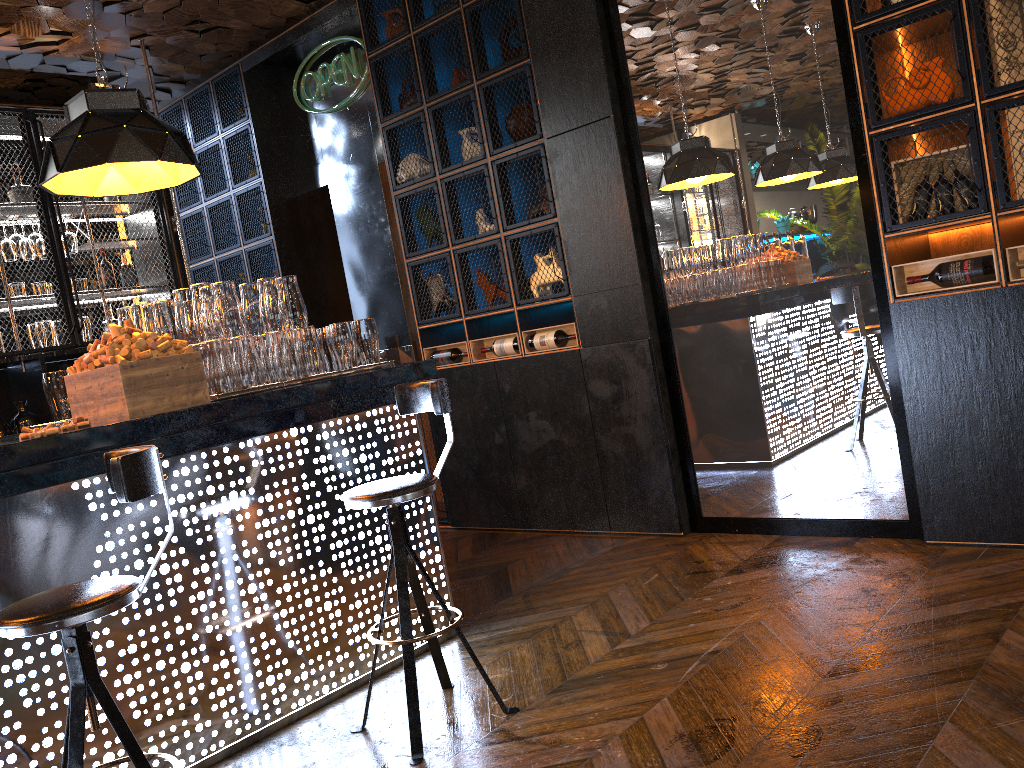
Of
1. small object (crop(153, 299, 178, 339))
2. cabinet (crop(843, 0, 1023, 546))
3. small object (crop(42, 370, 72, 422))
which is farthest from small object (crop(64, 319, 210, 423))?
cabinet (crop(843, 0, 1023, 546))

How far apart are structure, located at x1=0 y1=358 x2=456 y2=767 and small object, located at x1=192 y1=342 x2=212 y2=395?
0.4m

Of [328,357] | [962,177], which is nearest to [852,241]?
[962,177]

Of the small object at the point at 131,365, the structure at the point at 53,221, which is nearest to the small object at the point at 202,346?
the small object at the point at 131,365

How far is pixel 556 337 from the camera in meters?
5.0 m

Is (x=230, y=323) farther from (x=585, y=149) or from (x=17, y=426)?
(x=17, y=426)

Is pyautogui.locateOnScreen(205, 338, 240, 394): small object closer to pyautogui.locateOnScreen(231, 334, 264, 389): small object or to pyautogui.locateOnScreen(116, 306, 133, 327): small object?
pyautogui.locateOnScreen(231, 334, 264, 389): small object

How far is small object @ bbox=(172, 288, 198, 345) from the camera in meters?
3.2 m

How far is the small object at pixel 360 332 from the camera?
3.66m

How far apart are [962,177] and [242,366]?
3.0m
